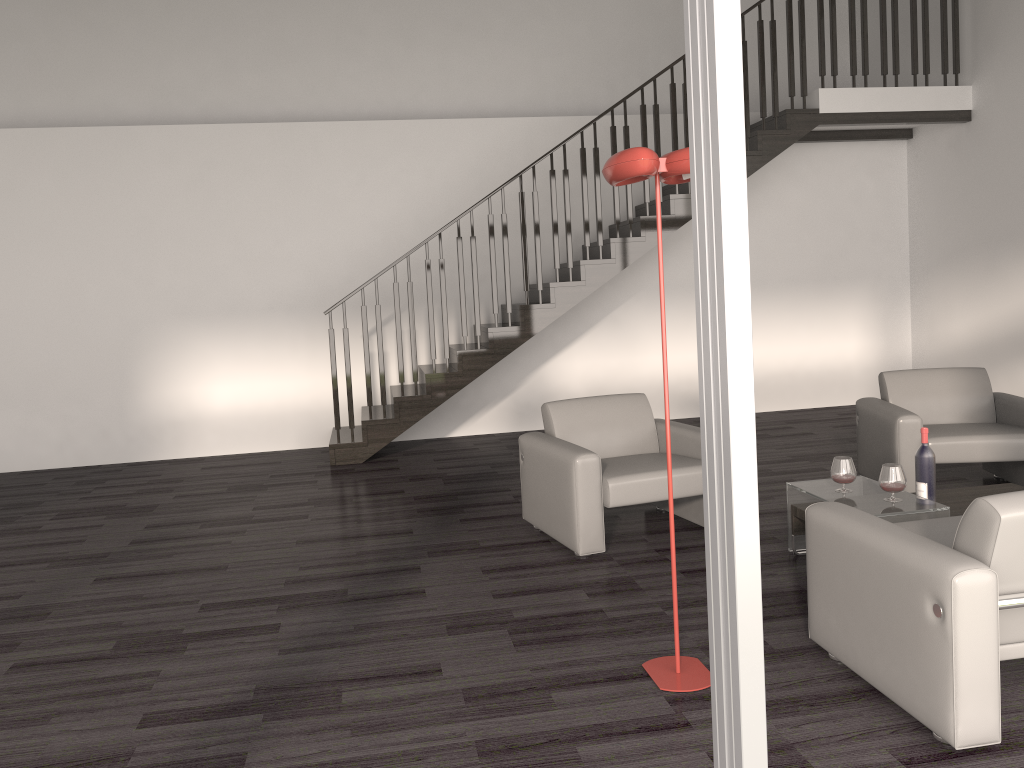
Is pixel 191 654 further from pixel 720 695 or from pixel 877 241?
pixel 877 241

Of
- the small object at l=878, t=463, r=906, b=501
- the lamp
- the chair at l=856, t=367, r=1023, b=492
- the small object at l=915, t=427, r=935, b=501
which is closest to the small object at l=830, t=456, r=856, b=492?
the small object at l=878, t=463, r=906, b=501

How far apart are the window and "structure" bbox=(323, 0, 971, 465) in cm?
561

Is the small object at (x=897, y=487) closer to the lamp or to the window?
the lamp

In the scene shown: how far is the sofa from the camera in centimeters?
244cm

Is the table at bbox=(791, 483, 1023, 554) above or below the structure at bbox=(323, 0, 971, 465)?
below

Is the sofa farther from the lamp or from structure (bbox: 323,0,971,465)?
structure (bbox: 323,0,971,465)

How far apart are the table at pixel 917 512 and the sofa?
0.41m

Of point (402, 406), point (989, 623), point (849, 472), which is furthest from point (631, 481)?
point (402, 406)

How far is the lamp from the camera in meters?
2.8 m
